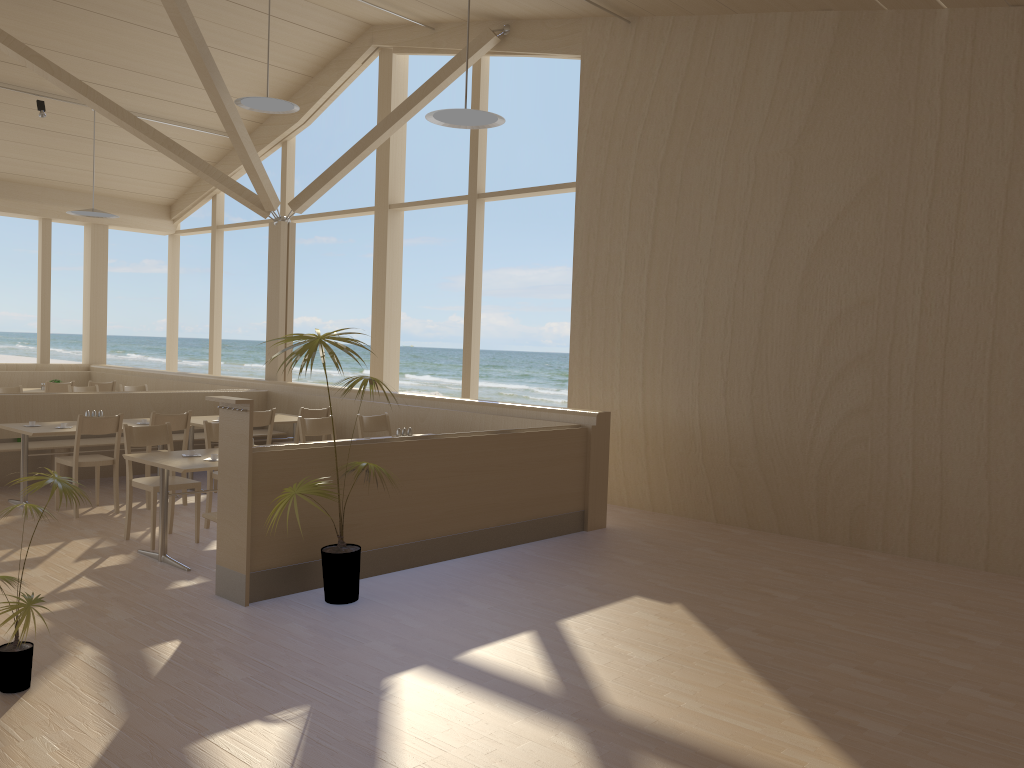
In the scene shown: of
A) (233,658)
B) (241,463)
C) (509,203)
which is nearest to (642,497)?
(241,463)

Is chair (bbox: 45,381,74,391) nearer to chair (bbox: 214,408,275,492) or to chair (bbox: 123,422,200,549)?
chair (bbox: 214,408,275,492)

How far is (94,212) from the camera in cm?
1060

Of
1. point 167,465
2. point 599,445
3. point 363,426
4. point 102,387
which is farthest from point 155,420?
point 102,387

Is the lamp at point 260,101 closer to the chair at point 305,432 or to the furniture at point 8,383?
the chair at point 305,432

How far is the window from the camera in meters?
9.5 m

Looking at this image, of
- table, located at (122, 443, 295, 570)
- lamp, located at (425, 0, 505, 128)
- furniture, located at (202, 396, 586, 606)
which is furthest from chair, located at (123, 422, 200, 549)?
lamp, located at (425, 0, 505, 128)

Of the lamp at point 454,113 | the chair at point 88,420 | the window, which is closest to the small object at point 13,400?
the chair at point 88,420

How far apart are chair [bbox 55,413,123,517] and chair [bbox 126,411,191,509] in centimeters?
27cm

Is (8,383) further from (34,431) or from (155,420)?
(155,420)
